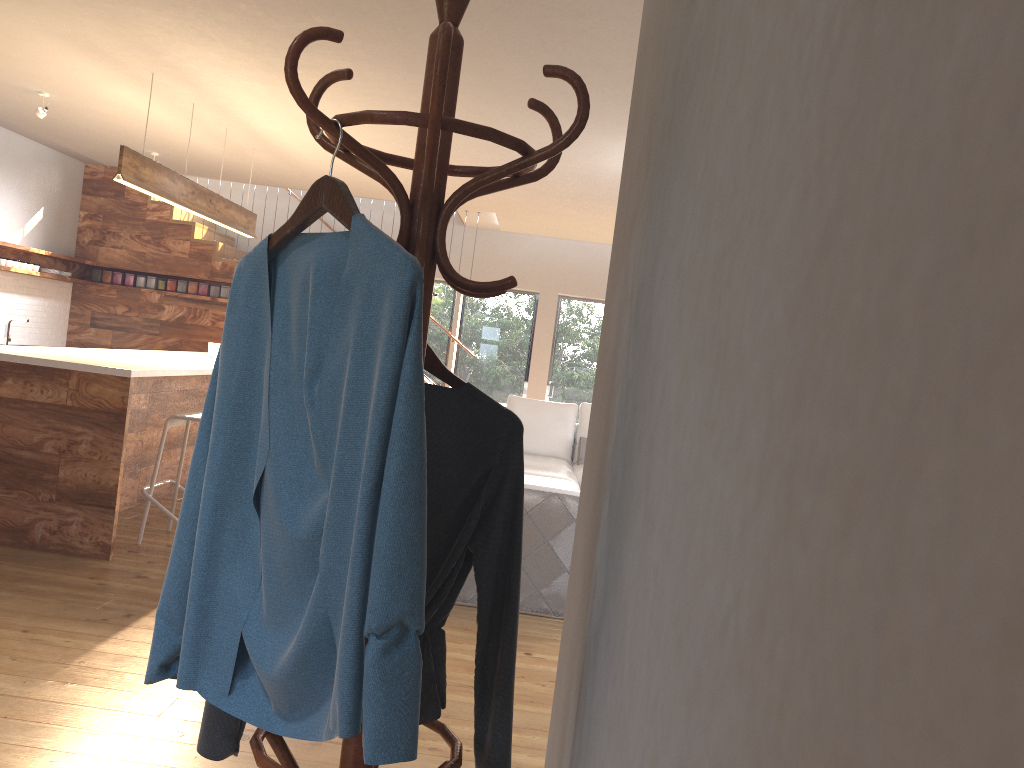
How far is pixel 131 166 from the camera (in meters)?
5.33

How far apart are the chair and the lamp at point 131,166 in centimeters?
146cm

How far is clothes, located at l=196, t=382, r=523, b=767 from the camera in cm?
148

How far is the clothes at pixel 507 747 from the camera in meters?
1.5 m

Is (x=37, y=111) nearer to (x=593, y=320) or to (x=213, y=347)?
(x=213, y=347)

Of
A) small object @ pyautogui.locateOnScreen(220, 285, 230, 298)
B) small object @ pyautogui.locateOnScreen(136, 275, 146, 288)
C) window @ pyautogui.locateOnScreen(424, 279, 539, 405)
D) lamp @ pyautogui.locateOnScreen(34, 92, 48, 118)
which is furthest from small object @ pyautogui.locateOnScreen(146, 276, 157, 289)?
lamp @ pyautogui.locateOnScreen(34, 92, 48, 118)

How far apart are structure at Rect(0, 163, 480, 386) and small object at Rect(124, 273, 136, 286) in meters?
0.1

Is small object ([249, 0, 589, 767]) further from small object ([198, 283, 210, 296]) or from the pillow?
small object ([198, 283, 210, 296])

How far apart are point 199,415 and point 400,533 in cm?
420

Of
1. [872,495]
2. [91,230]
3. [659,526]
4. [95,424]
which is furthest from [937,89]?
[91,230]
